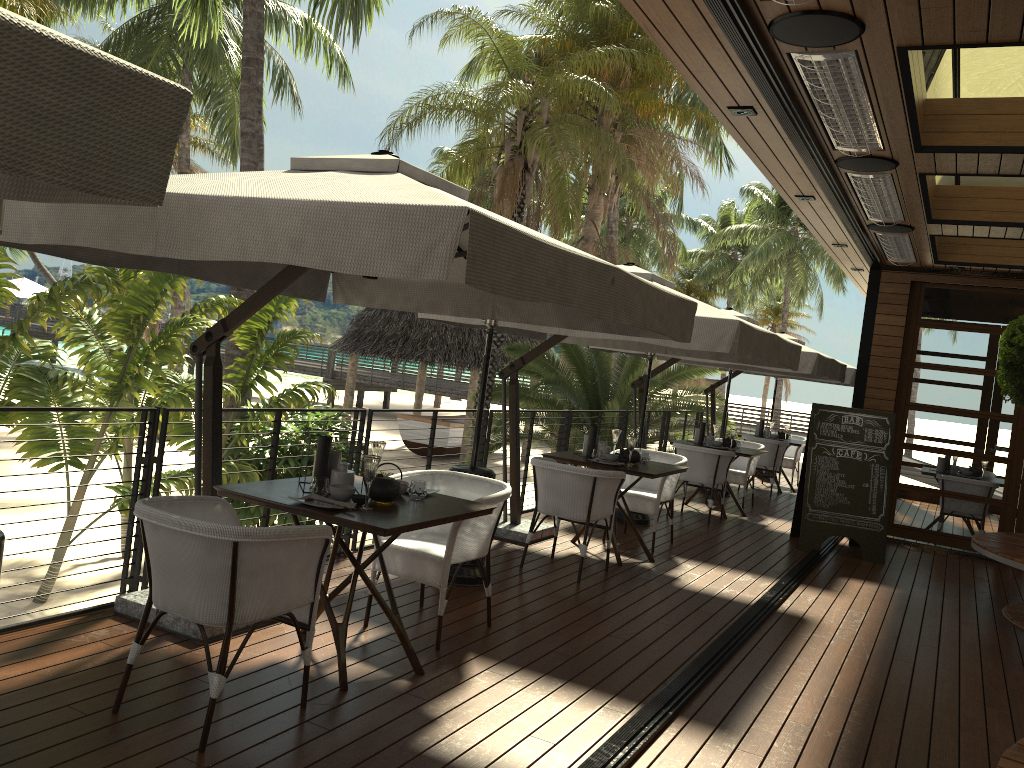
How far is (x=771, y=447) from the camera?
12.15m

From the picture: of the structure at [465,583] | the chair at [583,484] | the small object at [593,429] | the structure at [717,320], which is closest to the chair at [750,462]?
the structure at [717,320]

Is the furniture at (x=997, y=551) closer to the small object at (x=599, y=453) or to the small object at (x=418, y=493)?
the small object at (x=599, y=453)

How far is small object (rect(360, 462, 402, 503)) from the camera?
3.9 meters

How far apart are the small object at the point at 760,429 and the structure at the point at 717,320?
5.5m

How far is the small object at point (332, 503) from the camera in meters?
3.7 m

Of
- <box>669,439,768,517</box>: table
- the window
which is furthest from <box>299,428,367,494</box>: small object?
the window

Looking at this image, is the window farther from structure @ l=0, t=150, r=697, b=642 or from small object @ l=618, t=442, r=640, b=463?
structure @ l=0, t=150, r=697, b=642

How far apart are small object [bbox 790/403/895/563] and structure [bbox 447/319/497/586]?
4.0 meters

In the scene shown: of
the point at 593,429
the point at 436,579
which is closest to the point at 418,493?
the point at 436,579
